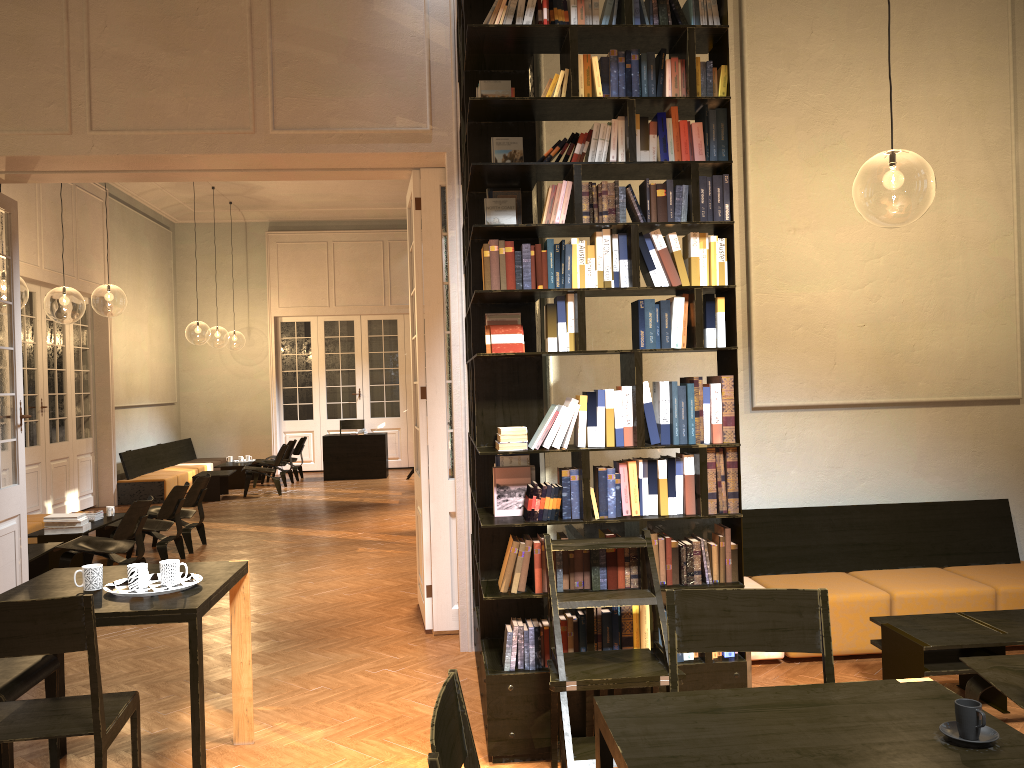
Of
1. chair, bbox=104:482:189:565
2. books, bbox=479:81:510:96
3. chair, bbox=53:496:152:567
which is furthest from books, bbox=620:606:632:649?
chair, bbox=104:482:189:565

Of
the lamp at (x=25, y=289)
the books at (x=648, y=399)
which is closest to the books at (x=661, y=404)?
the books at (x=648, y=399)

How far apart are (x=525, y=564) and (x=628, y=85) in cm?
227

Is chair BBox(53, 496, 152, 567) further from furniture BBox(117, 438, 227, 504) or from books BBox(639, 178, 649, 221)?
furniture BBox(117, 438, 227, 504)

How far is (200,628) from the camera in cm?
346

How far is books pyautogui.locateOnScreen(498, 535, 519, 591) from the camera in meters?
4.1

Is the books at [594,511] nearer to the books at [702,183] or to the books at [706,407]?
the books at [706,407]

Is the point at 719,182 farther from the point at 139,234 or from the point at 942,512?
the point at 139,234

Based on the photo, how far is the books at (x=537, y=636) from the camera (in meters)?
4.09

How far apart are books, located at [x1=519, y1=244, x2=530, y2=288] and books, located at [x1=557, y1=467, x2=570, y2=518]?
0.9 meters
